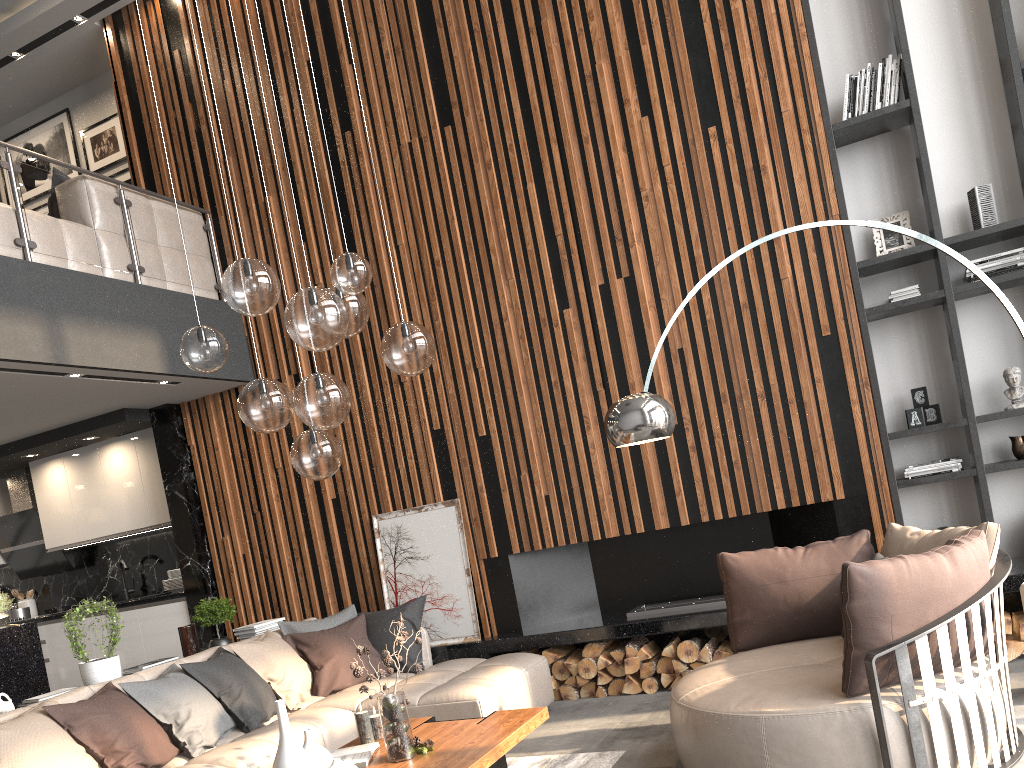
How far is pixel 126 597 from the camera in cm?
780

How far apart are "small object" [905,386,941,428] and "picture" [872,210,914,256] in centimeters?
87cm

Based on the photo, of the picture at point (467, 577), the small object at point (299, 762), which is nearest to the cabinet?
the picture at point (467, 577)

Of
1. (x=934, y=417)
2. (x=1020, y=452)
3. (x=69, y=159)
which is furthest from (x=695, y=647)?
(x=69, y=159)

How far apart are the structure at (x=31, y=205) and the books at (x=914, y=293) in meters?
4.8 m

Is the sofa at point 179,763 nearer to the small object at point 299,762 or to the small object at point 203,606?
the small object at point 203,606

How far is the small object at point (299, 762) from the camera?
3.2 meters

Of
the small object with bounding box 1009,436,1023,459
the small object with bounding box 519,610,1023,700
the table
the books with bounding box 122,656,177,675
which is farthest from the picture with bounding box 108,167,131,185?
the small object with bounding box 1009,436,1023,459

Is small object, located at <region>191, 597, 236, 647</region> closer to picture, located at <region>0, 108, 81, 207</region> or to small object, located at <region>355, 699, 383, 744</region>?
small object, located at <region>355, 699, 383, 744</region>

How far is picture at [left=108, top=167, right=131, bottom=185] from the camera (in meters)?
7.98
